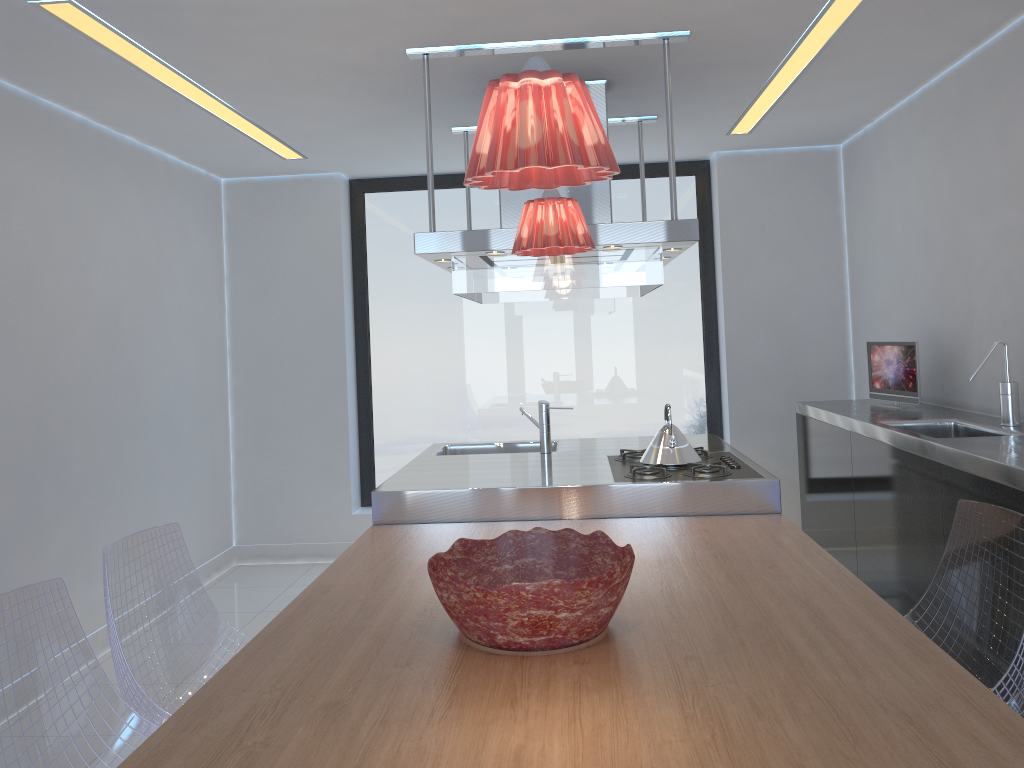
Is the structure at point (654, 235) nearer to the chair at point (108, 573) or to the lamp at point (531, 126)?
the chair at point (108, 573)

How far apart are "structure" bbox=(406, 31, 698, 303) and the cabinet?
1.08m

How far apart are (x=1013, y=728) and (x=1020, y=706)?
0.6m

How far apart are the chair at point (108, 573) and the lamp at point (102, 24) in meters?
1.6 m

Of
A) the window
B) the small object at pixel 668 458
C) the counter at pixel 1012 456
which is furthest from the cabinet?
the window

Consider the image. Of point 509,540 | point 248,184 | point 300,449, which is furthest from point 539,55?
point 300,449

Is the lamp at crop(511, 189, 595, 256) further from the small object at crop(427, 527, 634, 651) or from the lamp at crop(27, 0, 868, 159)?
the lamp at crop(27, 0, 868, 159)

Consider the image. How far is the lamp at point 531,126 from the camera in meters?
1.3

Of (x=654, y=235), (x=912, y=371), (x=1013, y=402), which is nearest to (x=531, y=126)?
(x=654, y=235)

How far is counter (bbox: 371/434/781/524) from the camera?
3.2 meters
